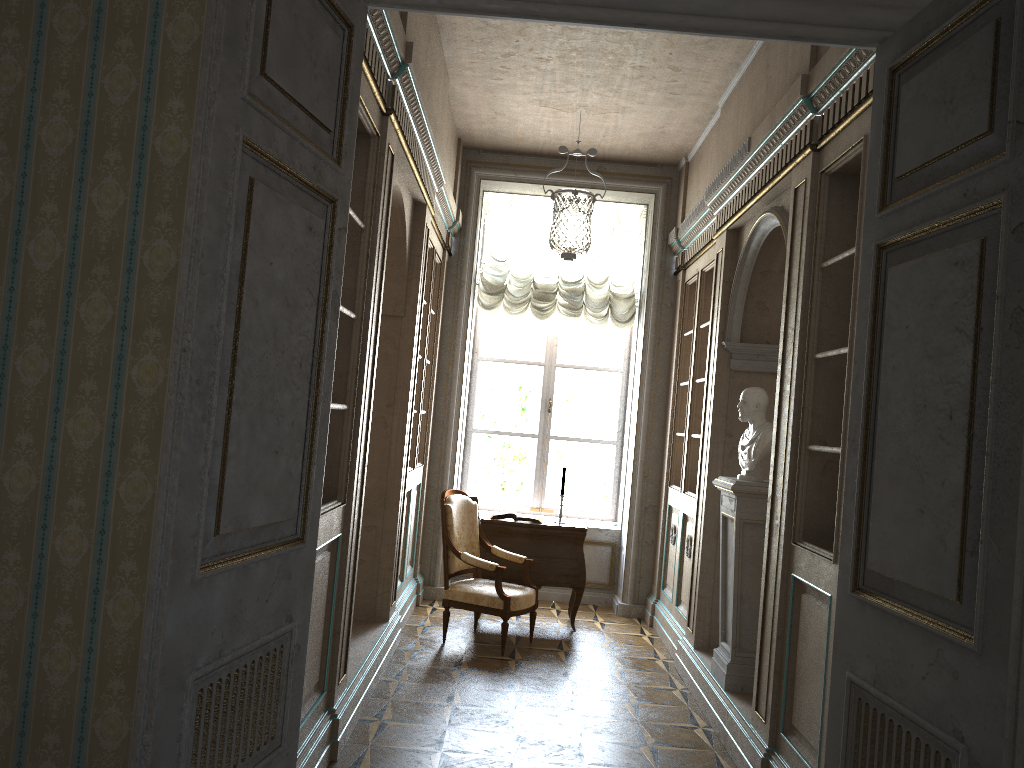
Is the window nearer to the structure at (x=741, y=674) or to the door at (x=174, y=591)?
the structure at (x=741, y=674)

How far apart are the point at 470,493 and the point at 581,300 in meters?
2.0

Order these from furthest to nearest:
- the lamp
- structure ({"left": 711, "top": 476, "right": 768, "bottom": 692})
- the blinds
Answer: the blinds
the lamp
structure ({"left": 711, "top": 476, "right": 768, "bottom": 692})

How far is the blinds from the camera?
7.7m

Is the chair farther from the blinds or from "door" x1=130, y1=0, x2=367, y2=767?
"door" x1=130, y1=0, x2=367, y2=767

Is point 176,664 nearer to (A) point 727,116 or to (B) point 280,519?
(B) point 280,519

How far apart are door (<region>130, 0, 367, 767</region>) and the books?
4.4 meters

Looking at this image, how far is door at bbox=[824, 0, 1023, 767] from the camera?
1.72m

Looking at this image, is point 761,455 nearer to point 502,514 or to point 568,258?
point 568,258

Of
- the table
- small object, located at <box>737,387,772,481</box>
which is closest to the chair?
the table
